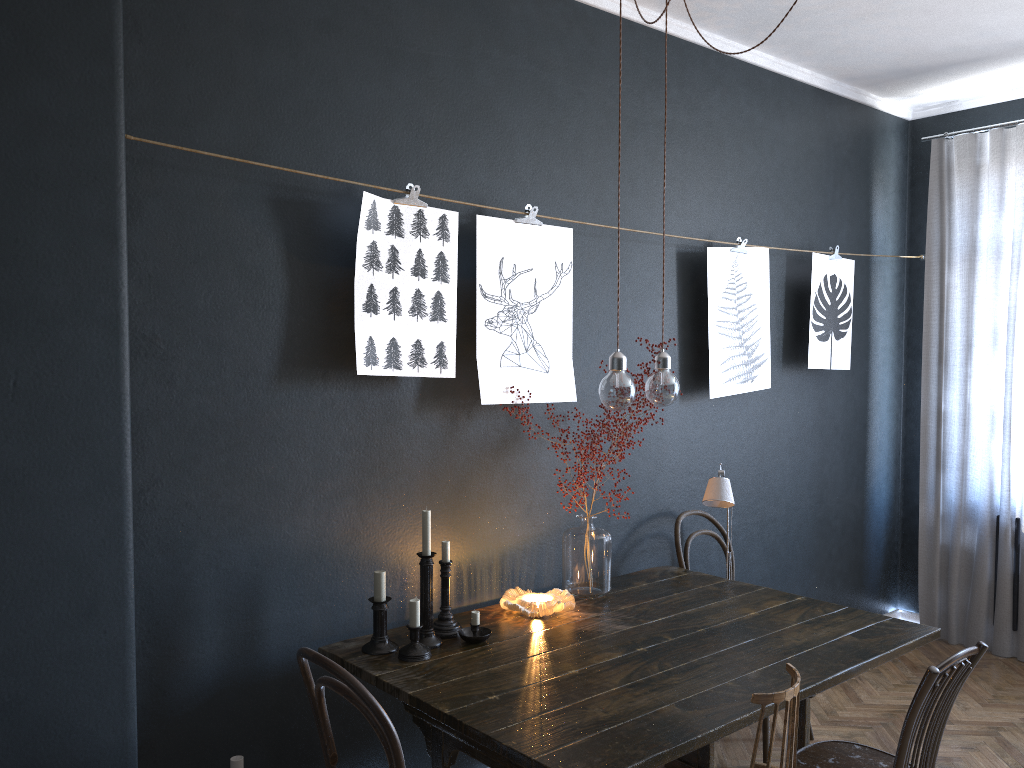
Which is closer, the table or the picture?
the table

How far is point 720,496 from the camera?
3.17m

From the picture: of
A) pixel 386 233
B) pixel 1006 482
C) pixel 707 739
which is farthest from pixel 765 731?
pixel 386 233

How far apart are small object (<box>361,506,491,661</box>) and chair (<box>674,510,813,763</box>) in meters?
1.2 m

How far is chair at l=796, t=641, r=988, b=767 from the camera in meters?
2.3

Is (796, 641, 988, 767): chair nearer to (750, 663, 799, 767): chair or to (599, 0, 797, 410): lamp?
(750, 663, 799, 767): chair

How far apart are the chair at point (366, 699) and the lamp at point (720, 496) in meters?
1.6

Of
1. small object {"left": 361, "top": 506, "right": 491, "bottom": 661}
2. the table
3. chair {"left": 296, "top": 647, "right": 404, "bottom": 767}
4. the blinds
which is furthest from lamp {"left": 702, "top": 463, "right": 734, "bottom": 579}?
the blinds

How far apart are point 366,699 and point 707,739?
0.8 meters

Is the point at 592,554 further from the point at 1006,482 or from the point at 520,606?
the point at 1006,482
